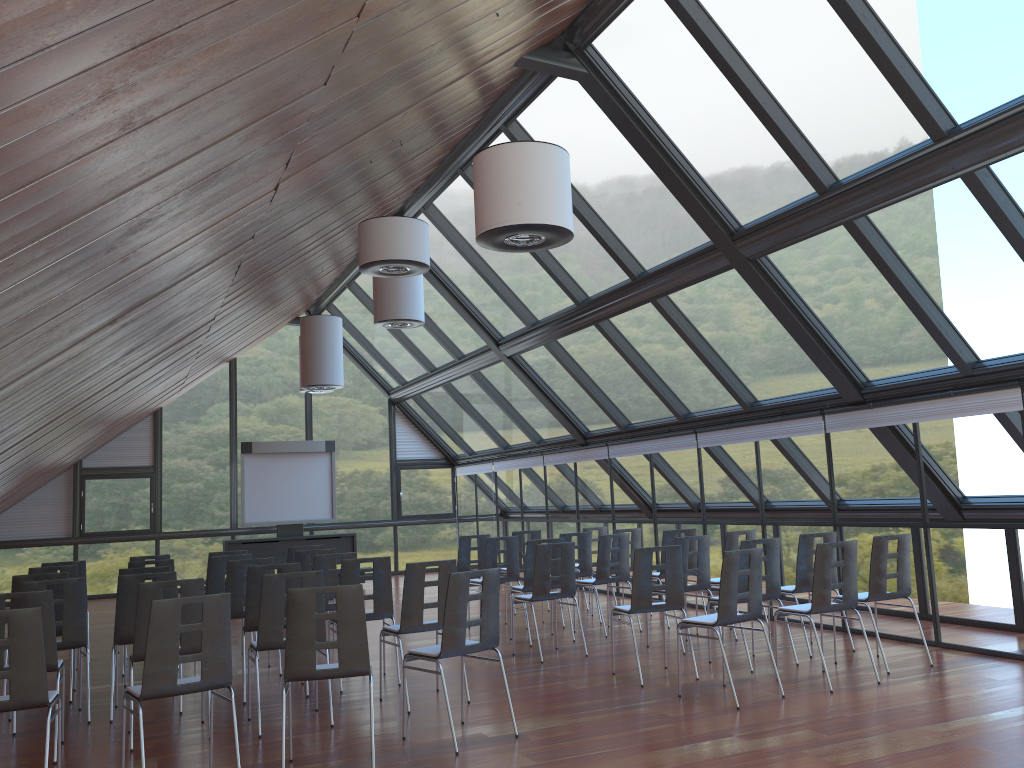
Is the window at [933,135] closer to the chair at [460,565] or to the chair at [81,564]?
the chair at [460,565]

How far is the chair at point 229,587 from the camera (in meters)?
9.01

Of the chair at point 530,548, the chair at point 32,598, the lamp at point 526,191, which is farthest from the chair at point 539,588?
the chair at point 32,598

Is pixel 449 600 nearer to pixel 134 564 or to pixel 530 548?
pixel 530 548

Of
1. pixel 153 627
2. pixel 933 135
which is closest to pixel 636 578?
pixel 153 627

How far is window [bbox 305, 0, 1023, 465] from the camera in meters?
6.9 m

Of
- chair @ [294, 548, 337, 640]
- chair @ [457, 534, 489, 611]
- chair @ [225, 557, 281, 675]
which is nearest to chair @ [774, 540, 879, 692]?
chair @ [225, 557, 281, 675]

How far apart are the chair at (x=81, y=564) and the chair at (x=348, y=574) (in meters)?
4.10

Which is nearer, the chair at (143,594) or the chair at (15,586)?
the chair at (143,594)

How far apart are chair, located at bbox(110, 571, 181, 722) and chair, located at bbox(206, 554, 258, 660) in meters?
2.0
